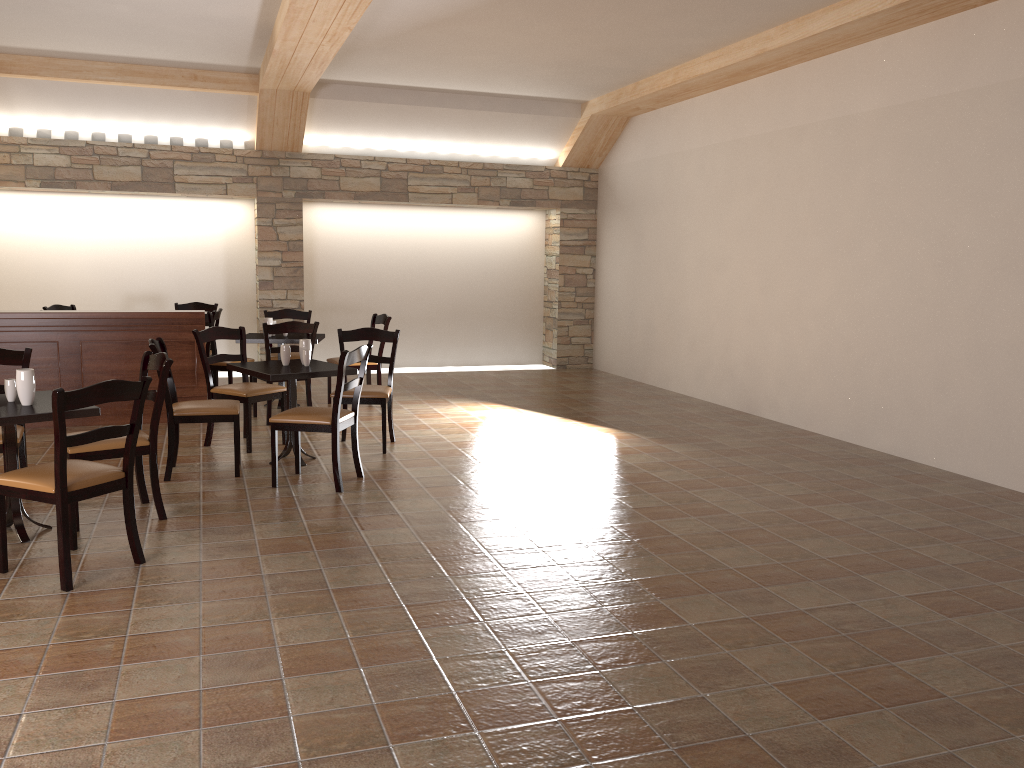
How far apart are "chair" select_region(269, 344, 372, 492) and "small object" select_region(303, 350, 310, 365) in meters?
0.5

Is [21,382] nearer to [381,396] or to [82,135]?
[381,396]

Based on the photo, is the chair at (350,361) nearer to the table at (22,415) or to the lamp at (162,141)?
the table at (22,415)

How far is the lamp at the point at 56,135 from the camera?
9.2 meters

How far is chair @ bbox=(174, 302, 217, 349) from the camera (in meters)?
9.78

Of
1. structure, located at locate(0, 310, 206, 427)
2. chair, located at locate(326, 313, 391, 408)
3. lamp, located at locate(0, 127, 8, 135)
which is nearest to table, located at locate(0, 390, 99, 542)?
structure, located at locate(0, 310, 206, 427)

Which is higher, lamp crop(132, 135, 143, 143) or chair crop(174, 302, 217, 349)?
lamp crop(132, 135, 143, 143)

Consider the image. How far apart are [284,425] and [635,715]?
3.2 meters

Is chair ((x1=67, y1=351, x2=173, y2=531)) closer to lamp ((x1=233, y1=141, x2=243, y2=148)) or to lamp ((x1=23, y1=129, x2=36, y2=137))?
lamp ((x1=233, y1=141, x2=243, y2=148))

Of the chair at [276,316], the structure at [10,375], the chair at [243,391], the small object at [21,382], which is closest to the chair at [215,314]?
the chair at [276,316]
